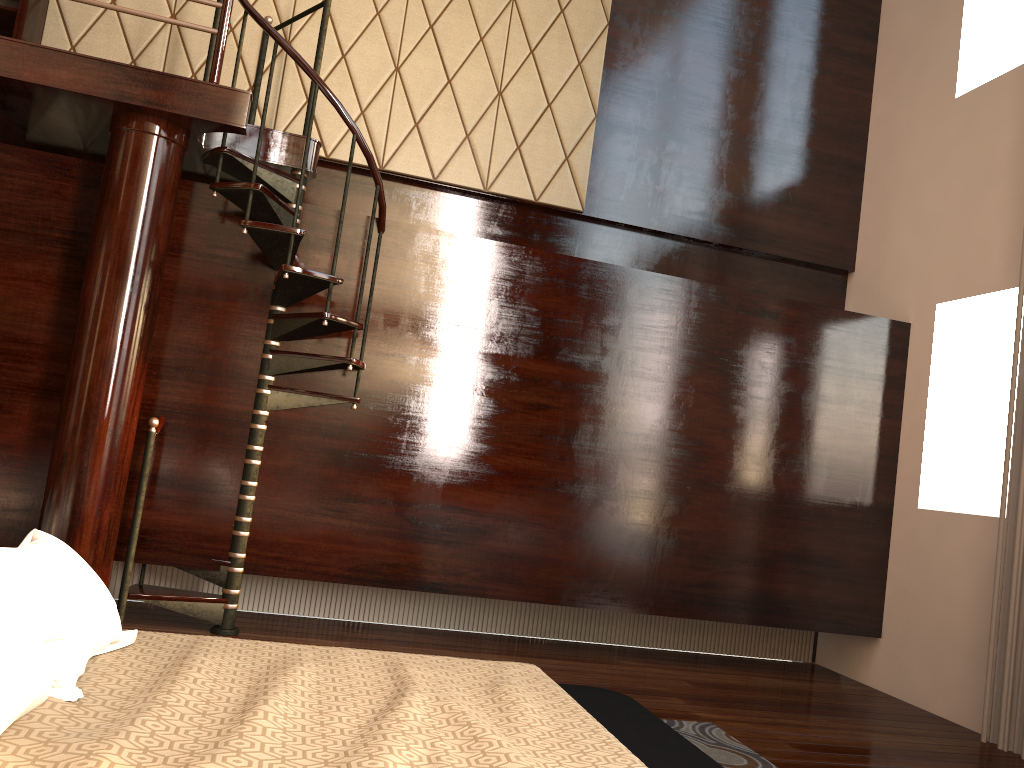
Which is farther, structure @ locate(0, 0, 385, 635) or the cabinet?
the cabinet

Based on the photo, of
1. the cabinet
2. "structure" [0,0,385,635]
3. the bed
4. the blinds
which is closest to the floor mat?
the bed

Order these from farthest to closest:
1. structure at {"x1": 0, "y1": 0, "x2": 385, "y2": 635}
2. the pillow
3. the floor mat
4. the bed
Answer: structure at {"x1": 0, "y1": 0, "x2": 385, "y2": 635}
the floor mat
the bed
the pillow

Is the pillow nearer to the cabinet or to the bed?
the bed

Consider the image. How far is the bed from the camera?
1.5 meters

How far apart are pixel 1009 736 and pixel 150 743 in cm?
381

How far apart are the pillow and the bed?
0.0 meters

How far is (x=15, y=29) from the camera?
4.3 meters

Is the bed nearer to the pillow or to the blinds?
the pillow

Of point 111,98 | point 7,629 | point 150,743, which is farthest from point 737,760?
point 111,98
